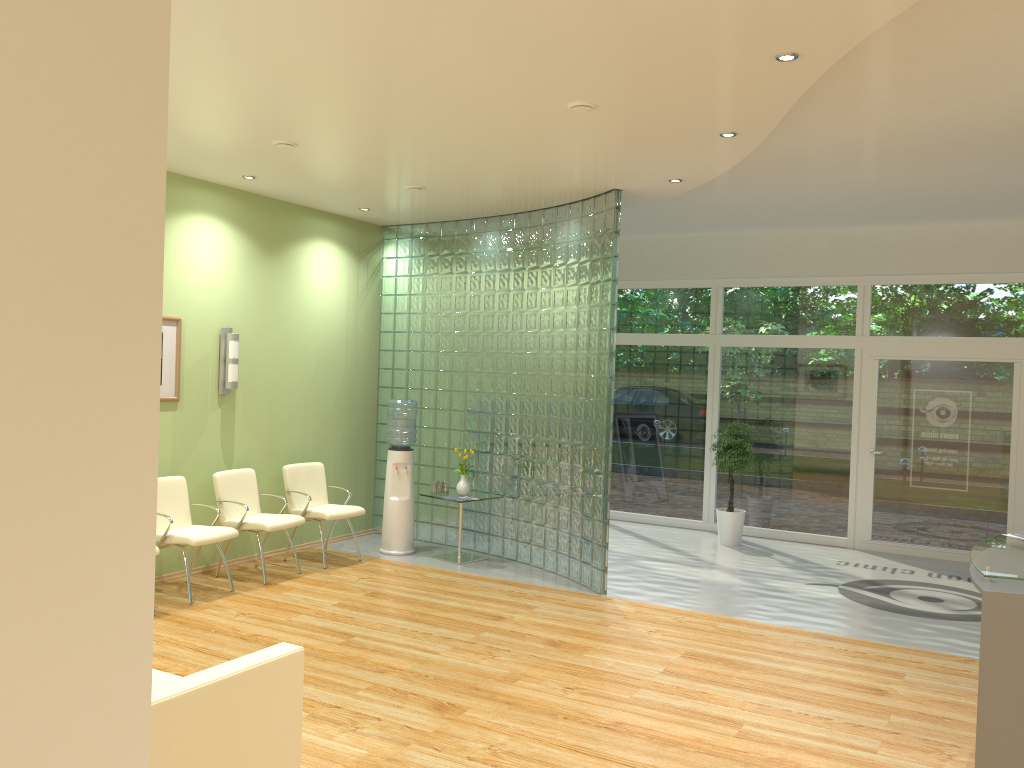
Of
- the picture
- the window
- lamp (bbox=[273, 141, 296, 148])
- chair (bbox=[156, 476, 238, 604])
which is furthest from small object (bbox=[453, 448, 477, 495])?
lamp (bbox=[273, 141, 296, 148])

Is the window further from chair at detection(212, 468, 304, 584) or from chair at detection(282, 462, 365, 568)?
chair at detection(212, 468, 304, 584)

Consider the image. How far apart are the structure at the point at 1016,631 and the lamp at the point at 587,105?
3.20m

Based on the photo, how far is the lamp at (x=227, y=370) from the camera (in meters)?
7.67

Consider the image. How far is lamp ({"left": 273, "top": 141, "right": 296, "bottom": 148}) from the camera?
6.10m

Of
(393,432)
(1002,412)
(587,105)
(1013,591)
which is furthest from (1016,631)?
(1002,412)

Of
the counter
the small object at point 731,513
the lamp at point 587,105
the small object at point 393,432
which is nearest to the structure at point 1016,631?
the counter

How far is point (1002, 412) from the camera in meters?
9.1

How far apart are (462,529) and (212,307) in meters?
3.3

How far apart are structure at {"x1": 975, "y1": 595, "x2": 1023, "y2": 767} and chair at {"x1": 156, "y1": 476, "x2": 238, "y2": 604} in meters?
5.3
